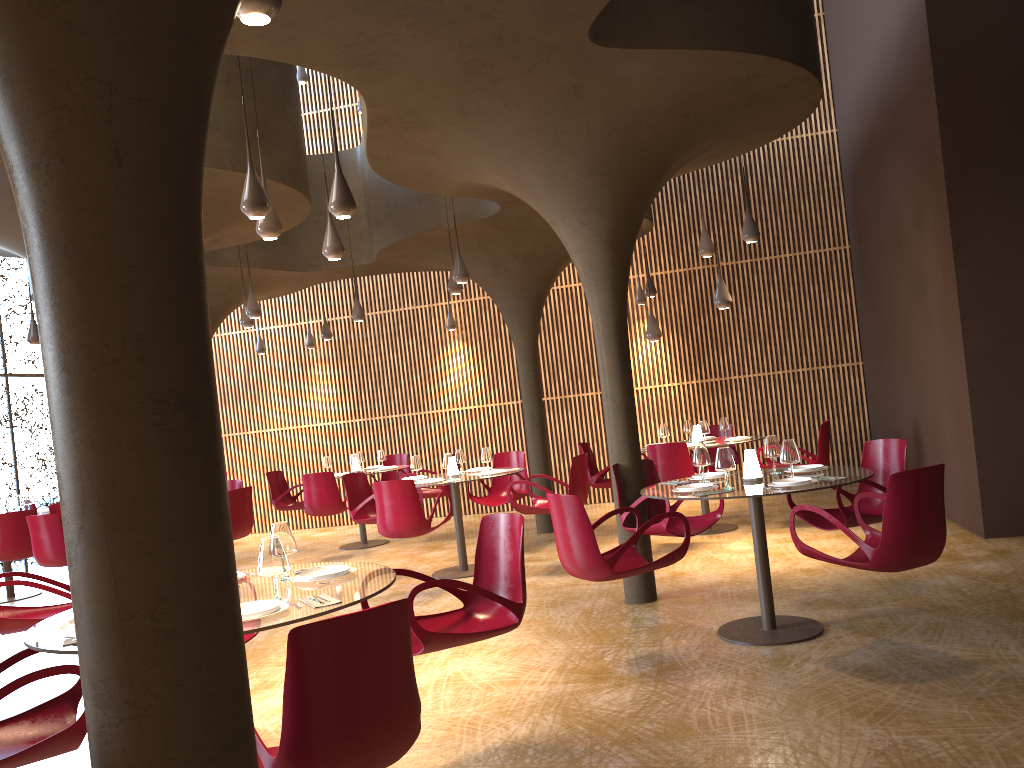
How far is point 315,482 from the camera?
12.0 meters

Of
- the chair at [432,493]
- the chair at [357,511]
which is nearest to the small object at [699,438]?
the chair at [432,493]

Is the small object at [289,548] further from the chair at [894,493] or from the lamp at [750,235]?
the lamp at [750,235]

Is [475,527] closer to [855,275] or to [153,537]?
[855,275]

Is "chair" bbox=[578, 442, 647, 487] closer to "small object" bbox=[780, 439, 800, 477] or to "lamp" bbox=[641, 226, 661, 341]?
"lamp" bbox=[641, 226, 661, 341]

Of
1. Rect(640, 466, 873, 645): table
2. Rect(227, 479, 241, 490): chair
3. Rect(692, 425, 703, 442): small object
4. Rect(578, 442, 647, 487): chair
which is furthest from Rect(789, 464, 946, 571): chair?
Rect(227, 479, 241, 490): chair

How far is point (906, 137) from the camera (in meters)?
10.32

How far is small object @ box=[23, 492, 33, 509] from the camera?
12.5 meters

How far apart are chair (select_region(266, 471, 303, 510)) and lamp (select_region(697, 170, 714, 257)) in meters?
7.1

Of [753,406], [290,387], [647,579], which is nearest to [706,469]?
[753,406]
